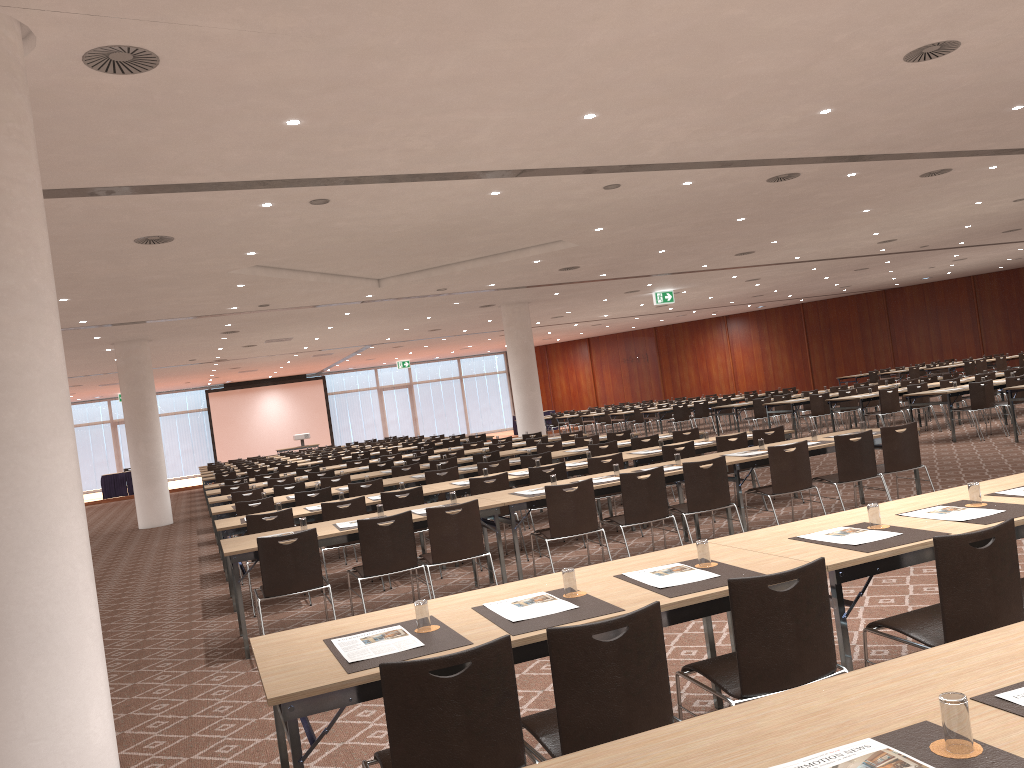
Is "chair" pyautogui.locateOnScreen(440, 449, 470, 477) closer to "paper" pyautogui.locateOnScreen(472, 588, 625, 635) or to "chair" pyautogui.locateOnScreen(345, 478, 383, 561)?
"chair" pyautogui.locateOnScreen(345, 478, 383, 561)

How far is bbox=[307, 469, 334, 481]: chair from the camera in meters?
14.5

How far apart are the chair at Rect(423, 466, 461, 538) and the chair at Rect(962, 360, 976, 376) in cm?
2105

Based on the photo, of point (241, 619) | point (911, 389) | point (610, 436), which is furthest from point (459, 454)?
point (241, 619)

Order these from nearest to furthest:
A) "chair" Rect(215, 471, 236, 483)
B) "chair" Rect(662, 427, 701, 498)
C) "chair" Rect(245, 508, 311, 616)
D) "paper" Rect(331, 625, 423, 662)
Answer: "paper" Rect(331, 625, 423, 662) < "chair" Rect(245, 508, 311, 616) < "chair" Rect(662, 427, 701, 498) < "chair" Rect(215, 471, 236, 483)

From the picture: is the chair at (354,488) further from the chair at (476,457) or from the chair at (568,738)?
the chair at (568,738)

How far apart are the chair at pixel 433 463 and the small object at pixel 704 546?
9.4 meters

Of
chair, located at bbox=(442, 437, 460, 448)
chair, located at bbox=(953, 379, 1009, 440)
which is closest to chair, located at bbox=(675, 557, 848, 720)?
chair, located at bbox=(953, 379, 1009, 440)

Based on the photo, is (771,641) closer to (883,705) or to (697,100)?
(883,705)

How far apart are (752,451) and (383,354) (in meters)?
26.10
